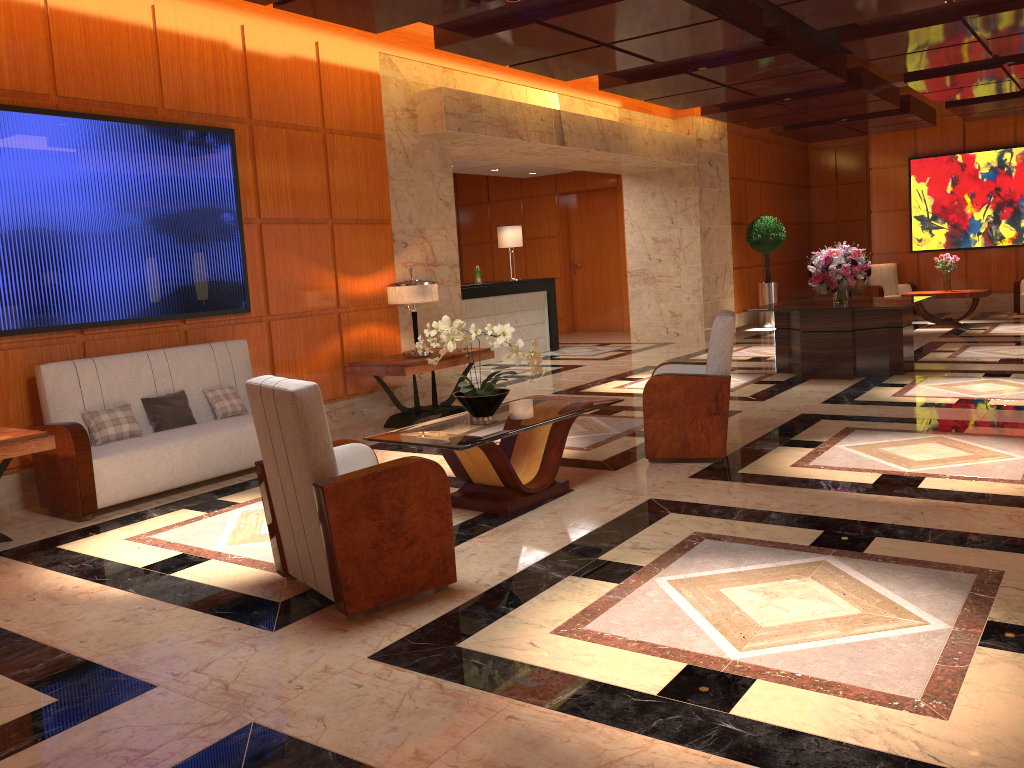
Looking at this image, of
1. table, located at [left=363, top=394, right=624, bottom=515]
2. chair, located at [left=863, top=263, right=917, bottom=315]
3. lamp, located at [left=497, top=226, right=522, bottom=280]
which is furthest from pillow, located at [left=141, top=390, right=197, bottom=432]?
chair, located at [left=863, top=263, right=917, bottom=315]

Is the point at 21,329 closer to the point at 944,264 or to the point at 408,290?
the point at 408,290

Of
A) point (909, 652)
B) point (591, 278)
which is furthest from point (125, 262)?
point (591, 278)

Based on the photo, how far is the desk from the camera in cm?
1228

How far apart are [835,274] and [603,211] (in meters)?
7.76

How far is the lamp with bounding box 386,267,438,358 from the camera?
7.7 meters

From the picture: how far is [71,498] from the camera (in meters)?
5.36

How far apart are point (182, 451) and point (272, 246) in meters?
2.2

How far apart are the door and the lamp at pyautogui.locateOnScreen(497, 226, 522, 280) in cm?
362

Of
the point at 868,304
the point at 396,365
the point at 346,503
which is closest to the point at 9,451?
the point at 346,503
